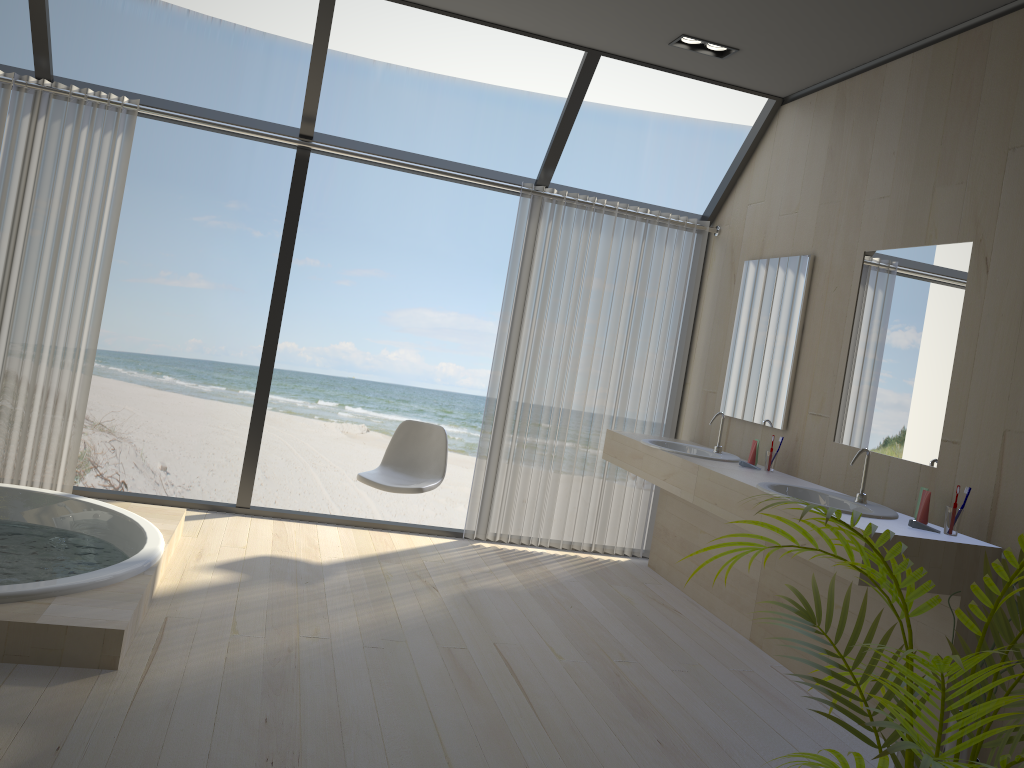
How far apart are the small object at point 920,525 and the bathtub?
2.6 meters

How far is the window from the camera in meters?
4.4

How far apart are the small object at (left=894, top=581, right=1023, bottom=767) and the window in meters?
2.8 m

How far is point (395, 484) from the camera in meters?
4.5 m

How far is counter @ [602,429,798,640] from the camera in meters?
4.2

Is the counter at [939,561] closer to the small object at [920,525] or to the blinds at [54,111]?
the small object at [920,525]

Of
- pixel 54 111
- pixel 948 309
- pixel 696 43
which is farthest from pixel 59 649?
pixel 696 43

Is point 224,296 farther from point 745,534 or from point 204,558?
point 745,534

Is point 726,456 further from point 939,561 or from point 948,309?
point 939,561

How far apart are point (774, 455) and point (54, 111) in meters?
3.9
